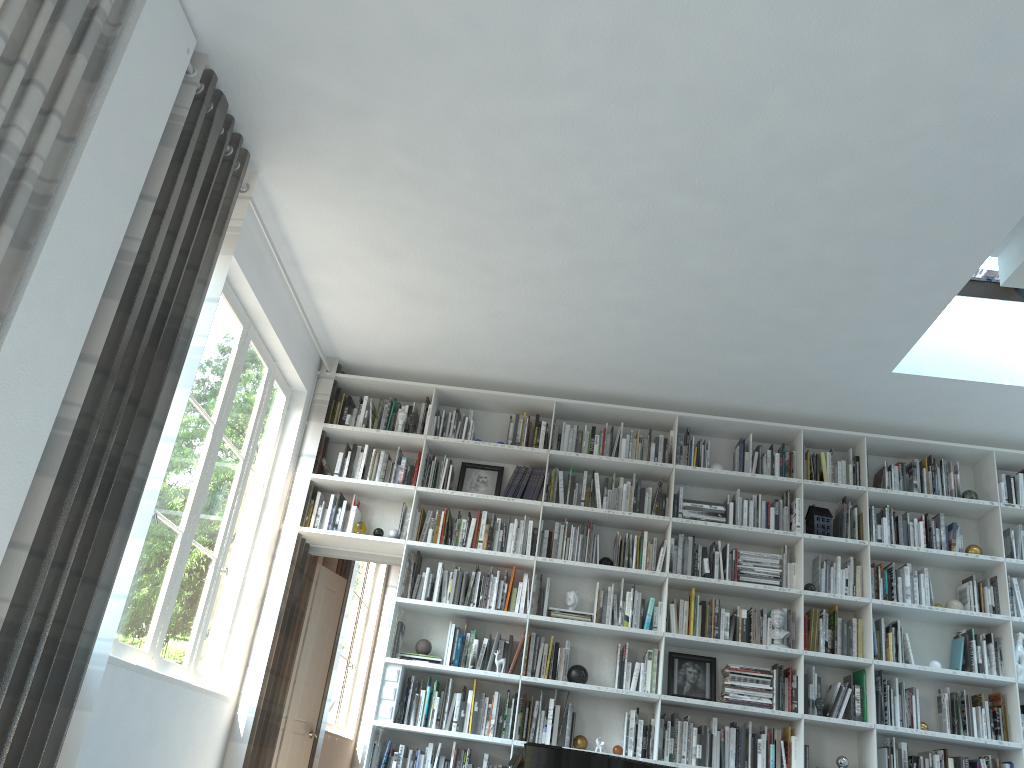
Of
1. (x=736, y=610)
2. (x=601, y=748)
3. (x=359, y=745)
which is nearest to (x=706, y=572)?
(x=736, y=610)

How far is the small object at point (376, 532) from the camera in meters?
5.9

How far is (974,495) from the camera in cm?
583

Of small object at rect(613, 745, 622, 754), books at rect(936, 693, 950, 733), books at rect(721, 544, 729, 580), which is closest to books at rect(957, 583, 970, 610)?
books at rect(936, 693, 950, 733)

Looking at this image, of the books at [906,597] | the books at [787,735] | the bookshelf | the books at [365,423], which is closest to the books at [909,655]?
the bookshelf

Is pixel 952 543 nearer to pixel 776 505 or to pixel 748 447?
pixel 776 505

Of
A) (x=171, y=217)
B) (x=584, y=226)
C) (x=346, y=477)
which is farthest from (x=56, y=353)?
(x=346, y=477)

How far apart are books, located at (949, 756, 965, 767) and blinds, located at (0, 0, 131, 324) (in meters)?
5.45

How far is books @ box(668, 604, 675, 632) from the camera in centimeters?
555cm

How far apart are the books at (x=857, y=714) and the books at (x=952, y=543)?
1.15m
